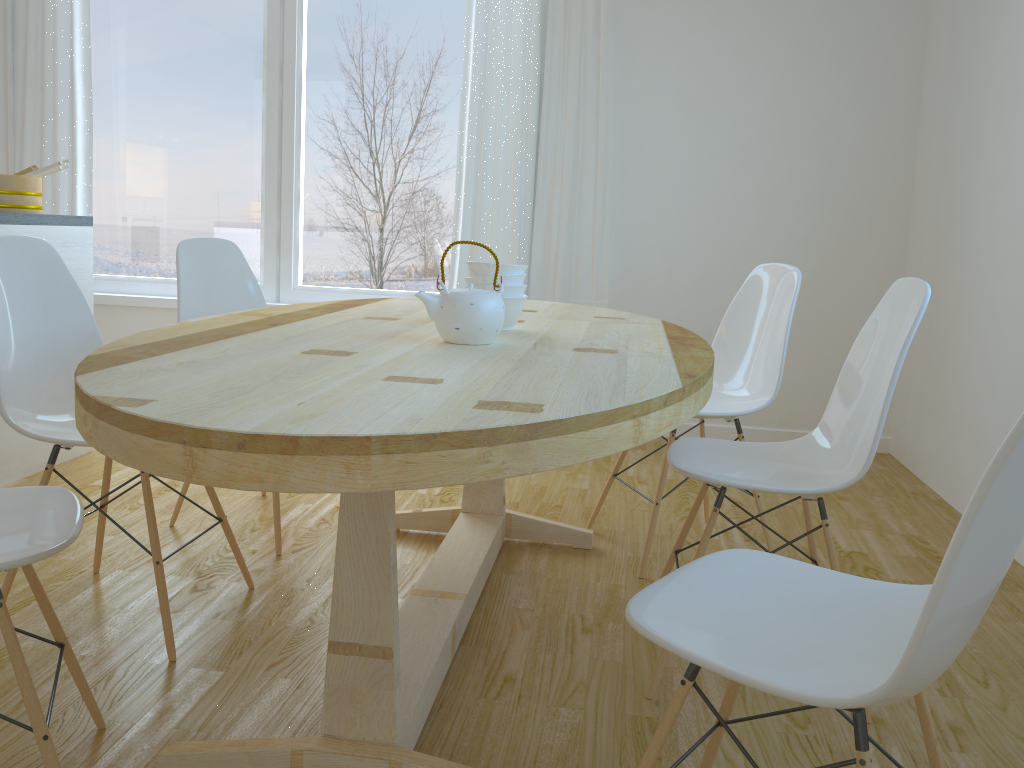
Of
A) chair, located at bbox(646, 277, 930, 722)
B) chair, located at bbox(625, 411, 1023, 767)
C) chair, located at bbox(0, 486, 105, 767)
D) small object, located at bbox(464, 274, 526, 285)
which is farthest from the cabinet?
chair, located at bbox(625, 411, 1023, 767)

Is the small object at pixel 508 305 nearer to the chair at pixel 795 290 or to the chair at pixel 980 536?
the chair at pixel 795 290

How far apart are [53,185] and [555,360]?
3.8 meters

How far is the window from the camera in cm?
435

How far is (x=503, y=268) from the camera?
2.0 meters

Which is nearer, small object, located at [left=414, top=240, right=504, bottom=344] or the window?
small object, located at [left=414, top=240, right=504, bottom=344]

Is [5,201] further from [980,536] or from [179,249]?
[980,536]

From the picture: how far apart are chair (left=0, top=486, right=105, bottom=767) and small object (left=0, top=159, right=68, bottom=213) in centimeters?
203cm

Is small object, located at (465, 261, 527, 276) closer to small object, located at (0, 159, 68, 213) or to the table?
the table

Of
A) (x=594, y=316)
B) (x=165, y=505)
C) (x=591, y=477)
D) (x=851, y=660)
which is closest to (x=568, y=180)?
(x=591, y=477)
